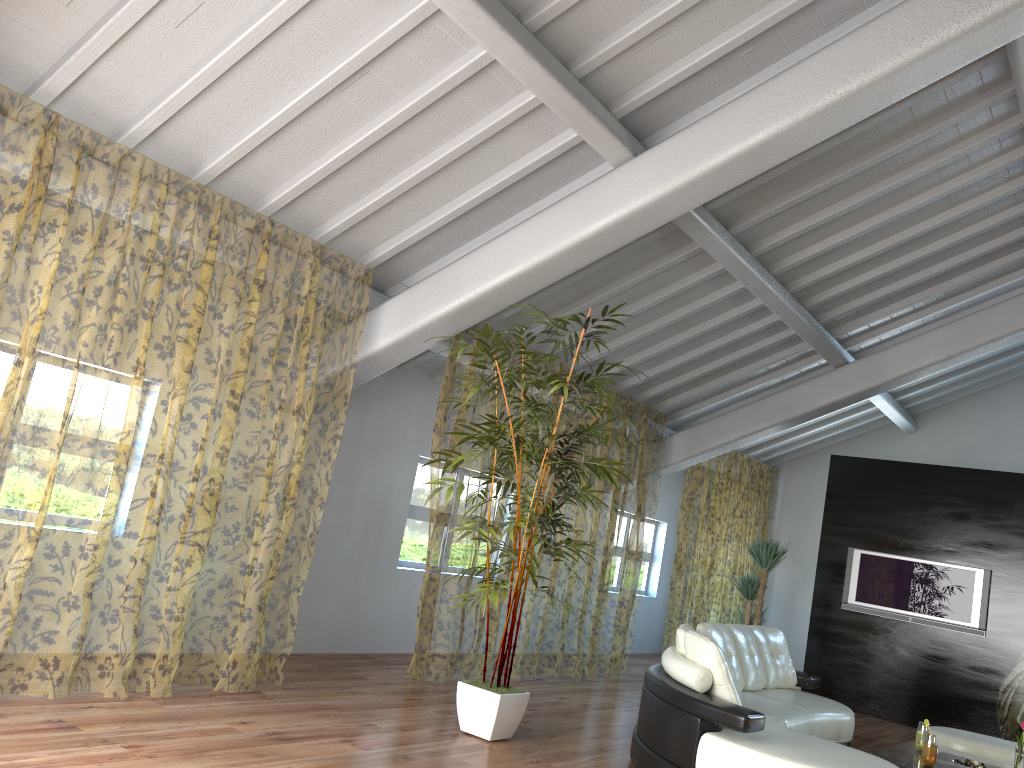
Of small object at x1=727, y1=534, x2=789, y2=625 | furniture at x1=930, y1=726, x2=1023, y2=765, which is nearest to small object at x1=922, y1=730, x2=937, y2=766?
furniture at x1=930, y1=726, x2=1023, y2=765

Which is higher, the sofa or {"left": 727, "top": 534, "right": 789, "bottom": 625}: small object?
{"left": 727, "top": 534, "right": 789, "bottom": 625}: small object

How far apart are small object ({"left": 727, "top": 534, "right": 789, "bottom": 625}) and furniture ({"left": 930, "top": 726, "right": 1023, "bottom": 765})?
2.5m

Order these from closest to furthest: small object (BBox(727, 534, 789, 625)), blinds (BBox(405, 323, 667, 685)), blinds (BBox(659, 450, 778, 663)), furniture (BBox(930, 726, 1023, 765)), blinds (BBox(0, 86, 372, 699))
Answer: furniture (BBox(930, 726, 1023, 765)) → small object (BBox(727, 534, 789, 625)) → blinds (BBox(0, 86, 372, 699)) → blinds (BBox(405, 323, 667, 685)) → blinds (BBox(659, 450, 778, 663))

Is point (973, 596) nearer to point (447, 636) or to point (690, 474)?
point (447, 636)

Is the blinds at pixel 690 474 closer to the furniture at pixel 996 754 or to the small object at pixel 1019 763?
the furniture at pixel 996 754

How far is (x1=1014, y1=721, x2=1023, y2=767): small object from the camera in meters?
5.0

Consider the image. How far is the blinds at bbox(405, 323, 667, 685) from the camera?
9.5 meters

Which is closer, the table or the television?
the table

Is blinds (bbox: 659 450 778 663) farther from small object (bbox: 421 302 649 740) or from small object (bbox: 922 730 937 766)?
small object (bbox: 922 730 937 766)
